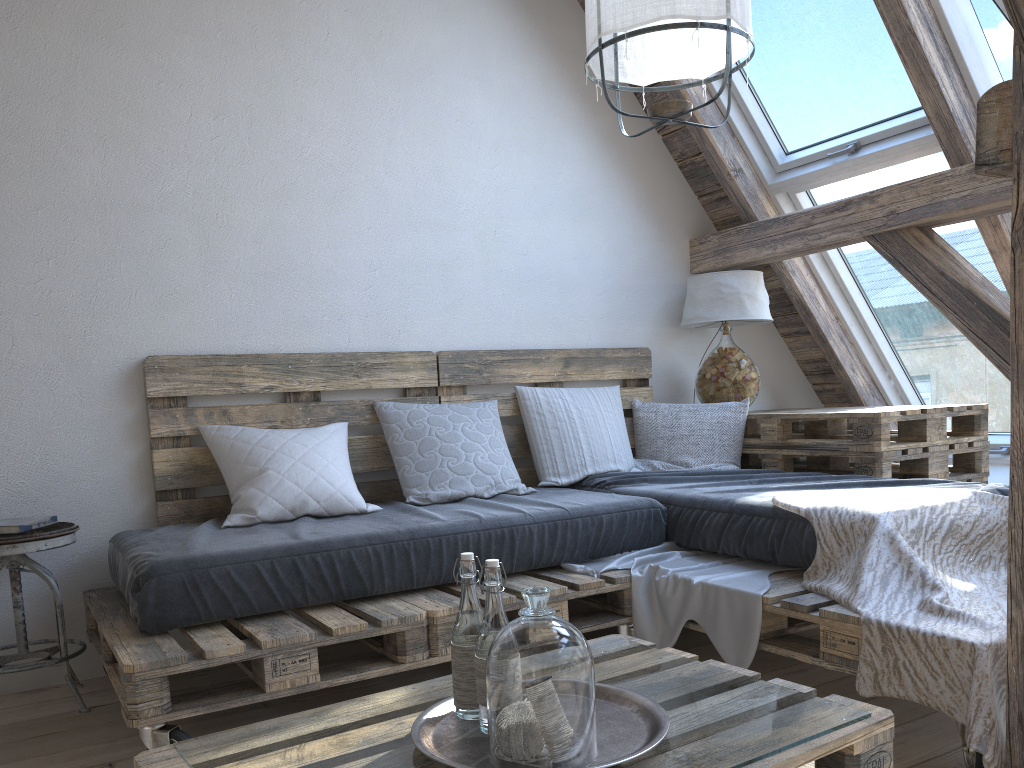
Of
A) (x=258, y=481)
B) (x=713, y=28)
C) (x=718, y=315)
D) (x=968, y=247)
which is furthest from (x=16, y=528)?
(x=968, y=247)

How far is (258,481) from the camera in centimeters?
265cm

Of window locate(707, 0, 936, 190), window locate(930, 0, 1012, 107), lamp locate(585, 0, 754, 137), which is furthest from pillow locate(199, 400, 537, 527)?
window locate(930, 0, 1012, 107)

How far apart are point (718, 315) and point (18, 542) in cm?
262

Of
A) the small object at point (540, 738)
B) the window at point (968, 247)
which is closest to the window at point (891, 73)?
the window at point (968, 247)

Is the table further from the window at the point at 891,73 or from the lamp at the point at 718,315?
the window at the point at 891,73

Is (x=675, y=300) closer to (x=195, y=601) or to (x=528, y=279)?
(x=528, y=279)

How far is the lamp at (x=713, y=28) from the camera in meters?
2.0

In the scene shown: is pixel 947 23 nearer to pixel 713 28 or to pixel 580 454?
pixel 713 28

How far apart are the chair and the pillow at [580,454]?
1.6 meters
